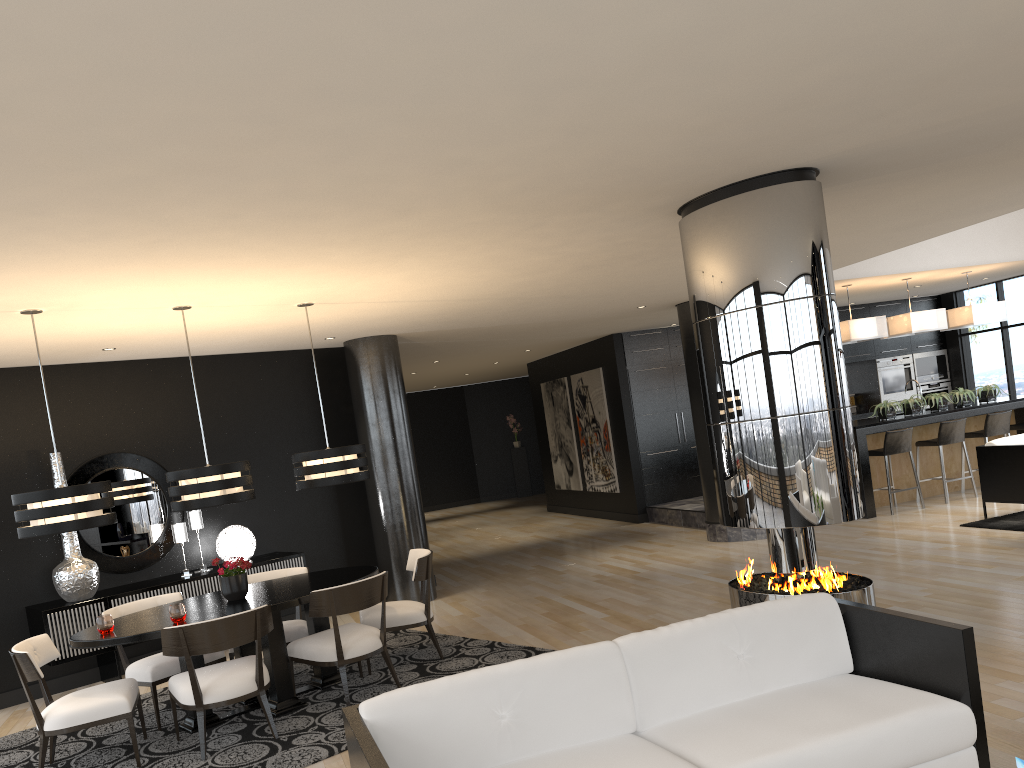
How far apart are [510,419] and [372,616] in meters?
13.9 m

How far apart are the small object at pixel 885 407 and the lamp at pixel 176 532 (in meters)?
7.83

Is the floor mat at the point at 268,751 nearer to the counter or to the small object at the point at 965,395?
the counter

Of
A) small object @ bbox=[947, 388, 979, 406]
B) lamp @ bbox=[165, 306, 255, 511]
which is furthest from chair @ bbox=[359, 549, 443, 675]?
small object @ bbox=[947, 388, 979, 406]

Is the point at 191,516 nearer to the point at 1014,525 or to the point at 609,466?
the point at 609,466

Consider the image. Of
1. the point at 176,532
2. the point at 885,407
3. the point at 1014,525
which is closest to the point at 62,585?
the point at 176,532

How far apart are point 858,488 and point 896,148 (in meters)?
1.76

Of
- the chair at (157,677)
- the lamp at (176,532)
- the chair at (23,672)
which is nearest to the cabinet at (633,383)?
the lamp at (176,532)

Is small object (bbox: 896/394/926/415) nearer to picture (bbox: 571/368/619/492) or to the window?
the window

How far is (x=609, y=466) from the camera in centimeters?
1318cm
